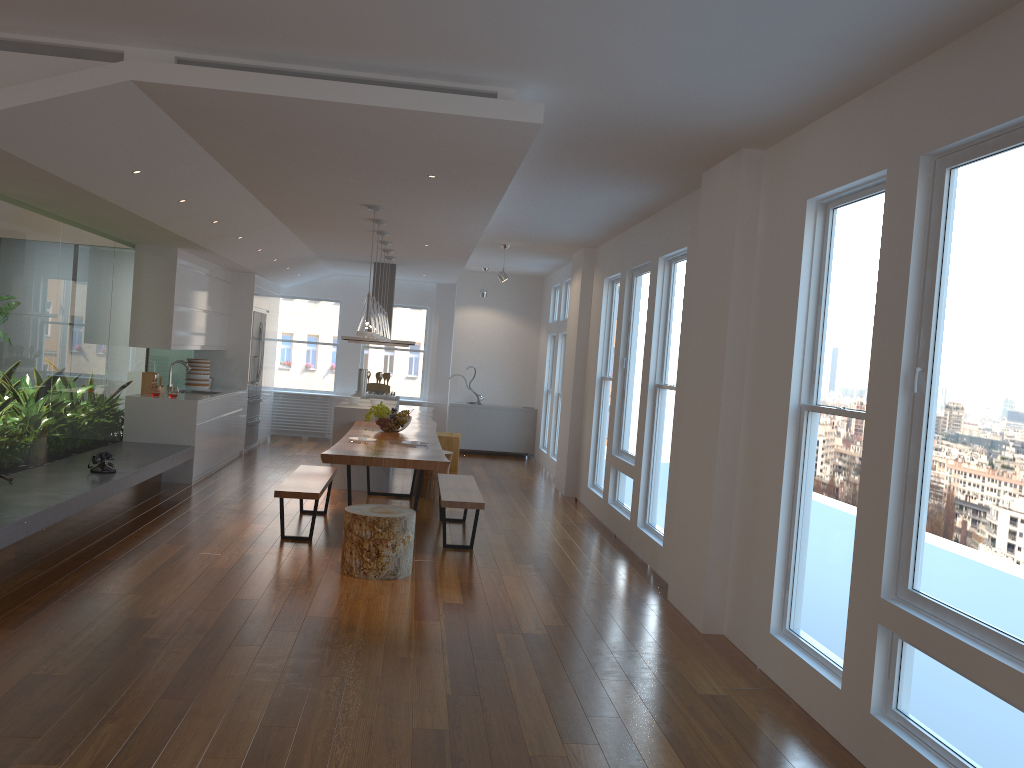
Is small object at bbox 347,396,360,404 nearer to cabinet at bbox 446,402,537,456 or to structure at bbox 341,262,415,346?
structure at bbox 341,262,415,346

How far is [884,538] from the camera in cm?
338

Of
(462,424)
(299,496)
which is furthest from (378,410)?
(462,424)

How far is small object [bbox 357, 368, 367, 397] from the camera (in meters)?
10.81

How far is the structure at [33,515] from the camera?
5.0m

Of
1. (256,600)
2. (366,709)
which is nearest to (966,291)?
(366,709)

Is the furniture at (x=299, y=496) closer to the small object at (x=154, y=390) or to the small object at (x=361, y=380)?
the small object at (x=154, y=390)

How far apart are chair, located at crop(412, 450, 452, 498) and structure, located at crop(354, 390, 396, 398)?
2.4m

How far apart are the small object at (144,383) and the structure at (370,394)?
2.8m

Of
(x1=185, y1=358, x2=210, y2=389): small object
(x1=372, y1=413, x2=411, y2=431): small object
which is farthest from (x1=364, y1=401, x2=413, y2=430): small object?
(x1=185, y1=358, x2=210, y2=389): small object
